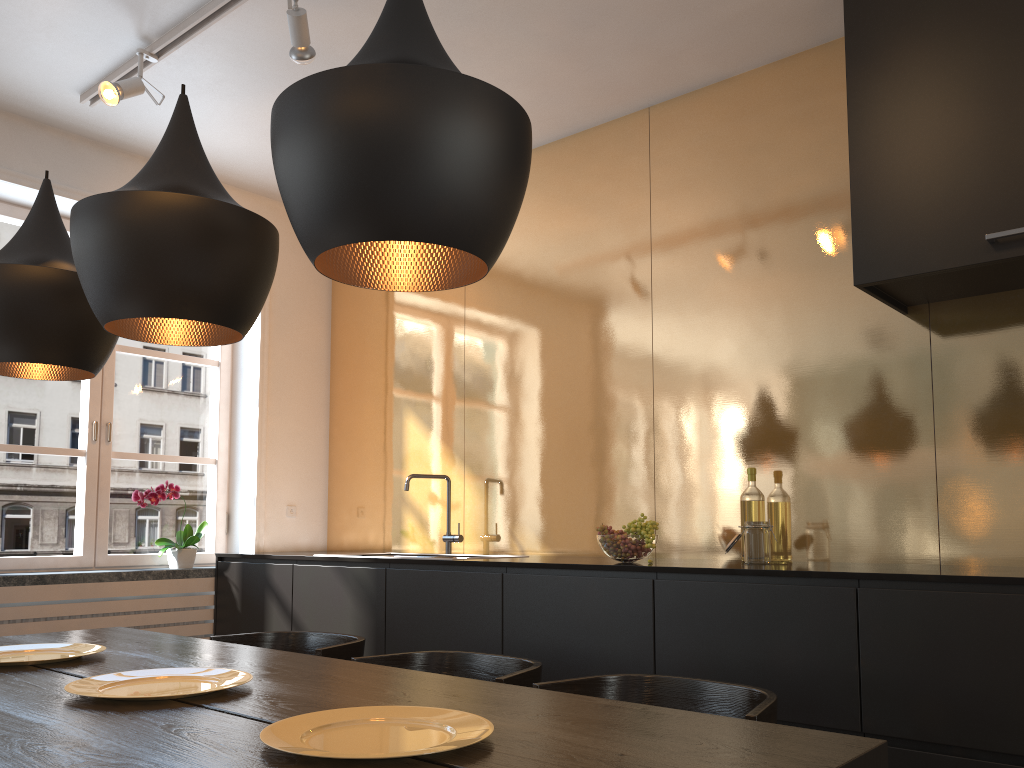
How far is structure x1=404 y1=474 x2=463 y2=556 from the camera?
4.06m

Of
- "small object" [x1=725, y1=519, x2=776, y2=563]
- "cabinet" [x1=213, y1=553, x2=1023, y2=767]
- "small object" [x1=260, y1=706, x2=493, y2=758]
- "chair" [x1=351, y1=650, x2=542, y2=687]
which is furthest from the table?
"small object" [x1=725, y1=519, x2=776, y2=563]

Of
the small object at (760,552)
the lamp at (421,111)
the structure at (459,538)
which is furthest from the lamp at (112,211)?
the structure at (459,538)

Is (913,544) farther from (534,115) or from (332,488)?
(332,488)

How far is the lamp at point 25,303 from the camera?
2.14m

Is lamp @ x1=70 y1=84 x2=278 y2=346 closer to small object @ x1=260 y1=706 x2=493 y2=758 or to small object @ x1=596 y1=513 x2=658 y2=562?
small object @ x1=260 y1=706 x2=493 y2=758

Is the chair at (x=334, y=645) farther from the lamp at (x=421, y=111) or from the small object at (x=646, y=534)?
the lamp at (x=421, y=111)

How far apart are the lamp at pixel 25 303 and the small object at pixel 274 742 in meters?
1.3 m

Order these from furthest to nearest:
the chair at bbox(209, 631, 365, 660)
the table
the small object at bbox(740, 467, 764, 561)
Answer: the small object at bbox(740, 467, 764, 561) → the chair at bbox(209, 631, 365, 660) → the table

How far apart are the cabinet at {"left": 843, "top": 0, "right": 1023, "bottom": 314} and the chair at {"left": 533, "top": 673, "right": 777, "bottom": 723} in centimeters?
136cm
